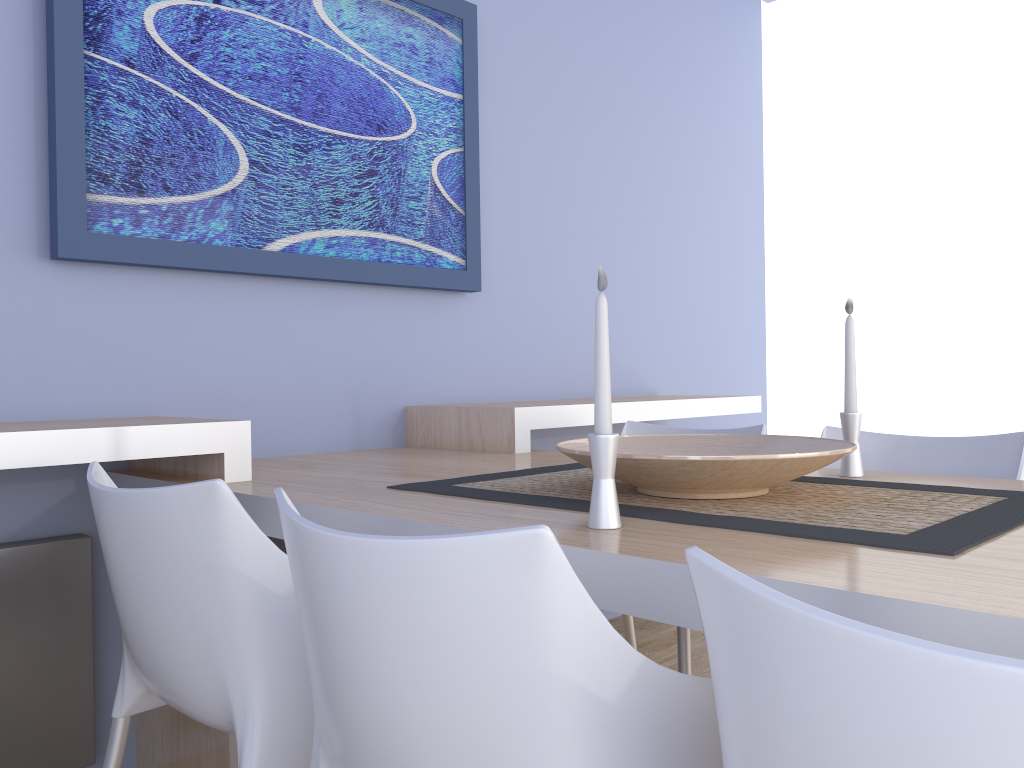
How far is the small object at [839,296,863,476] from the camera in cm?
170

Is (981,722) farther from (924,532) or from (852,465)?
(852,465)

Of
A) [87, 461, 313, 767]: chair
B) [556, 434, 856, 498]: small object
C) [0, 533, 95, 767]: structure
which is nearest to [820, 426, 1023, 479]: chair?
[556, 434, 856, 498]: small object

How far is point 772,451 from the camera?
1.62m

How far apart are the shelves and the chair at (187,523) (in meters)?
0.13

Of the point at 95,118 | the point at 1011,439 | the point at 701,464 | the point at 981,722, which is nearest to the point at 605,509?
the point at 701,464

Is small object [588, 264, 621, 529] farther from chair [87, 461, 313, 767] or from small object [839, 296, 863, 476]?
small object [839, 296, 863, 476]

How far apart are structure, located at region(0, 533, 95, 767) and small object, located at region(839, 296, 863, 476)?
1.6 meters

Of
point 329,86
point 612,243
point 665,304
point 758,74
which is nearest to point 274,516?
point 329,86

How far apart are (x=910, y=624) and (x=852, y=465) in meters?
1.0 m
